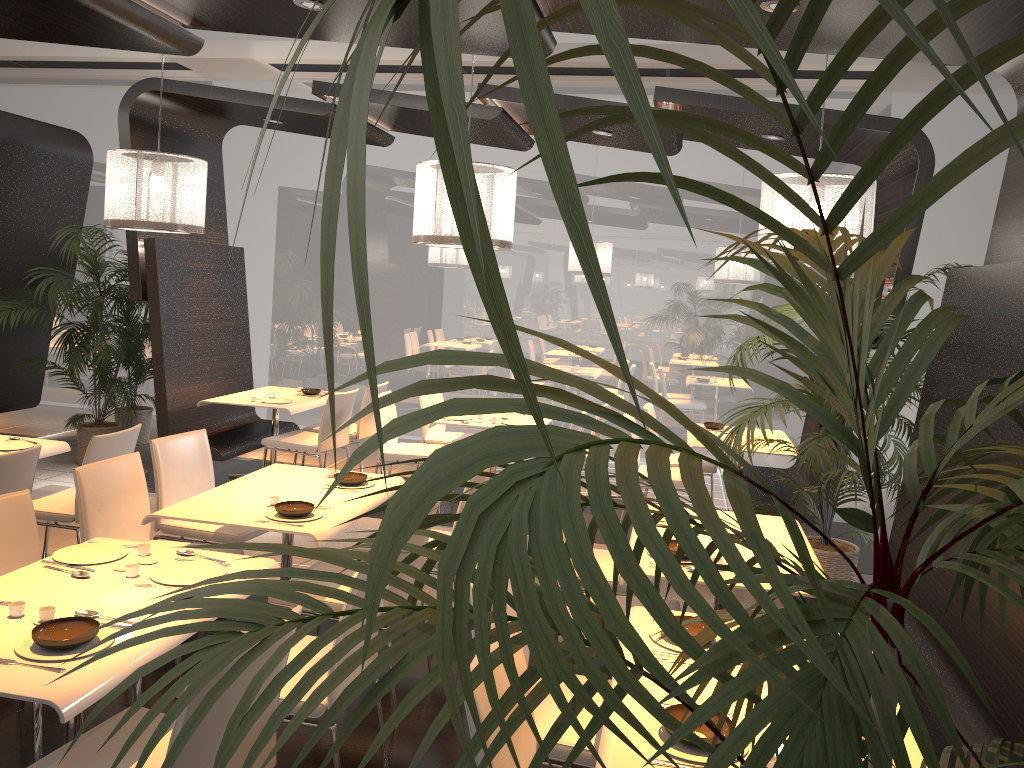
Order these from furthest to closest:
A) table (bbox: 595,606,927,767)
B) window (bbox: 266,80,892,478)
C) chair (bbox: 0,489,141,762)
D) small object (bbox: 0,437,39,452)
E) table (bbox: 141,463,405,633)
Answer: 1. window (bbox: 266,80,892,478)
2. small object (bbox: 0,437,39,452)
3. table (bbox: 141,463,405,633)
4. chair (bbox: 0,489,141,762)
5. table (bbox: 595,606,927,767)

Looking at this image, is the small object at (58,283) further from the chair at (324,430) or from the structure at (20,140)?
the chair at (324,430)

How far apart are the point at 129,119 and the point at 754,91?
7.0 meters

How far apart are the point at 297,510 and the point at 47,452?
2.0m

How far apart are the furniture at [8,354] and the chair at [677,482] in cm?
581

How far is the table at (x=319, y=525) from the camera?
3.73m

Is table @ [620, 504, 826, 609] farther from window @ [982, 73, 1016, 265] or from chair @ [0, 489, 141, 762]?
window @ [982, 73, 1016, 265]

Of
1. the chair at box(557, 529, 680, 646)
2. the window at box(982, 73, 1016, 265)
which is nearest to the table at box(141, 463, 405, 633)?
the chair at box(557, 529, 680, 646)

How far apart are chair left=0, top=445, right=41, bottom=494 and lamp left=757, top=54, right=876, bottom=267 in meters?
4.0

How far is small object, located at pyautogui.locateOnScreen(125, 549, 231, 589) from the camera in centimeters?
298cm
